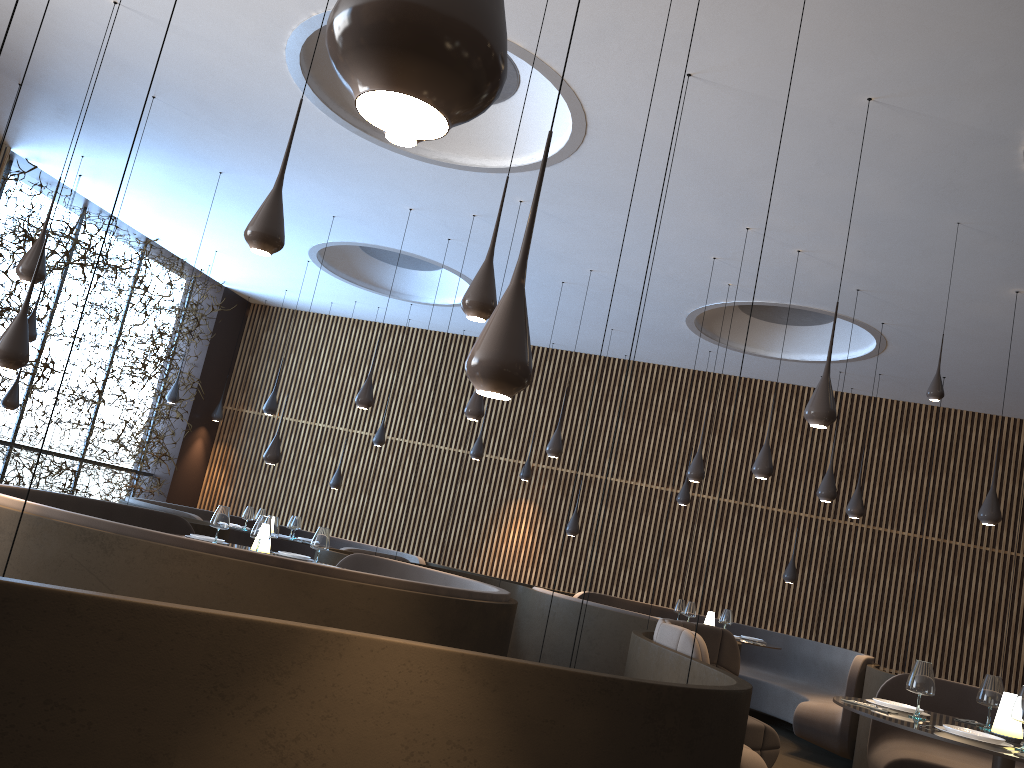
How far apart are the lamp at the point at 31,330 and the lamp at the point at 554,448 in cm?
582

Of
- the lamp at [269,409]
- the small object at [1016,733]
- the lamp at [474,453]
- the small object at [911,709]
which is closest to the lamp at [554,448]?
the lamp at [474,453]

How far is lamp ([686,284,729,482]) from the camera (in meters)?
9.34

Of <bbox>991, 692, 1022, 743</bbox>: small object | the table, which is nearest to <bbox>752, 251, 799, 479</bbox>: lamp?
the table

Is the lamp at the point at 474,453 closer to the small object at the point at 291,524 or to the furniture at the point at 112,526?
the small object at the point at 291,524

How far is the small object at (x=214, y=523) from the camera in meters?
6.6

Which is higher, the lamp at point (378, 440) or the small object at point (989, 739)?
the lamp at point (378, 440)

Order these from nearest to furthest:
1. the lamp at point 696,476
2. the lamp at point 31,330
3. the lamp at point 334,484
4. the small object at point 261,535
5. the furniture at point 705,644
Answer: the furniture at point 705,644
the small object at point 261,535
the lamp at point 696,476
the lamp at point 31,330
the lamp at point 334,484

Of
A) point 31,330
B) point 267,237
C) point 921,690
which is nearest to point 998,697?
point 921,690

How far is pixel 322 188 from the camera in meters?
9.6
